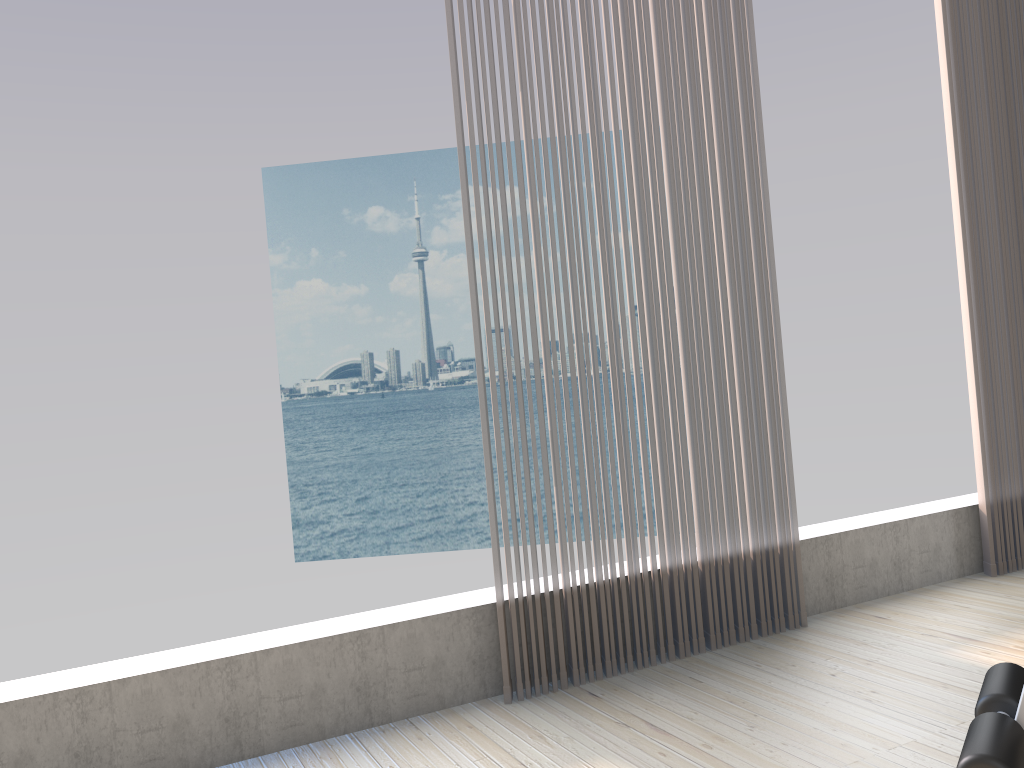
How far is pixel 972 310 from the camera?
3.3 meters

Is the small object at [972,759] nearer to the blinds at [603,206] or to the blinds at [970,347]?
the blinds at [603,206]

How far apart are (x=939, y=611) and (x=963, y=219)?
1.45m

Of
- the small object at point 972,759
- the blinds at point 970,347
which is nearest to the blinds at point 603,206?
the blinds at point 970,347

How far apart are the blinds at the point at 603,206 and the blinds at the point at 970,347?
0.93m

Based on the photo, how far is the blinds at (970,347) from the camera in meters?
3.3 m

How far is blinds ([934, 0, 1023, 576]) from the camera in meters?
3.3

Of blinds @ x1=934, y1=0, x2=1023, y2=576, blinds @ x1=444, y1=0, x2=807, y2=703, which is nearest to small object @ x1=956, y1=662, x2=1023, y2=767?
blinds @ x1=444, y1=0, x2=807, y2=703

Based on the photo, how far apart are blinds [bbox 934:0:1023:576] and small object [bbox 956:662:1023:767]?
2.0m

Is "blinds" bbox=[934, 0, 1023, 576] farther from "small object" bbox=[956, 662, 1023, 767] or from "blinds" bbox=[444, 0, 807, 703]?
"small object" bbox=[956, 662, 1023, 767]
